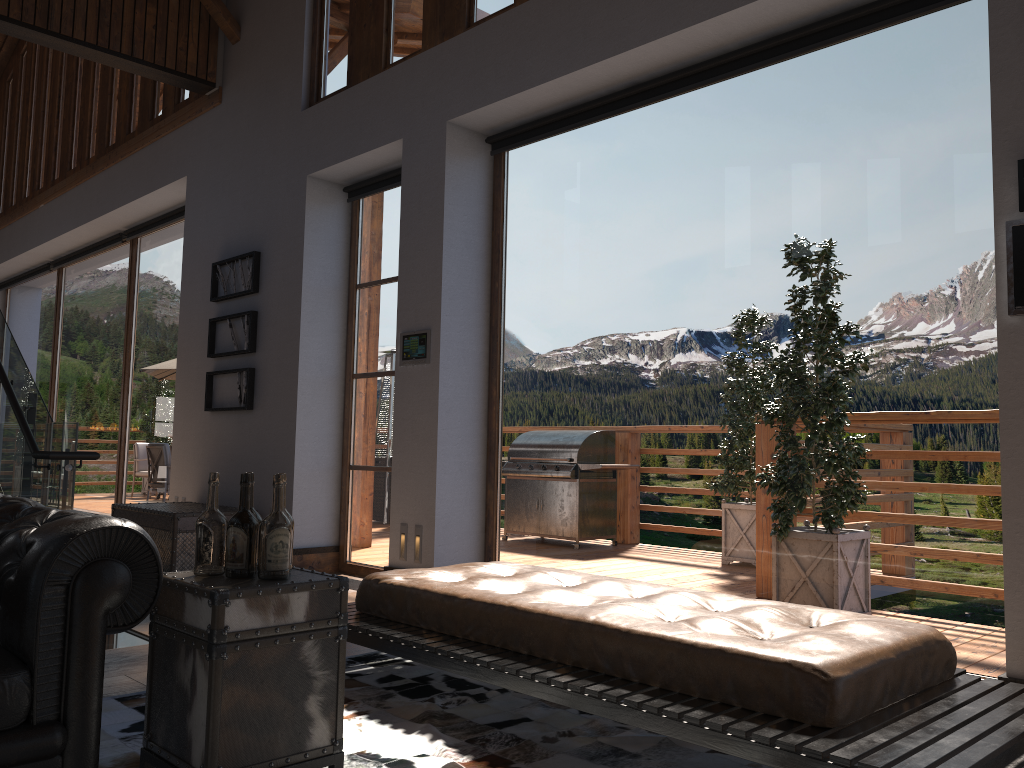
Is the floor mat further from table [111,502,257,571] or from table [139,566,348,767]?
table [111,502,257,571]

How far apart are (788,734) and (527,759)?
0.9 meters

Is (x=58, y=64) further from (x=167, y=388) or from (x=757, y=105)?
(x=757, y=105)

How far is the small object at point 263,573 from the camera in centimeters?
243cm

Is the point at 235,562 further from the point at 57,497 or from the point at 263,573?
the point at 57,497

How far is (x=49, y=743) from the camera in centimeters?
206cm

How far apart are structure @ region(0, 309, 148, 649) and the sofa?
2.0m

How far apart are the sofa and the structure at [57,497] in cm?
199

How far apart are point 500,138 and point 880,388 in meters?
3.0 m

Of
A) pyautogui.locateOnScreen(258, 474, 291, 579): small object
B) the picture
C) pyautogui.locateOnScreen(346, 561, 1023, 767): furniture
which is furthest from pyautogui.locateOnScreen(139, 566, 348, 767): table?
the picture
